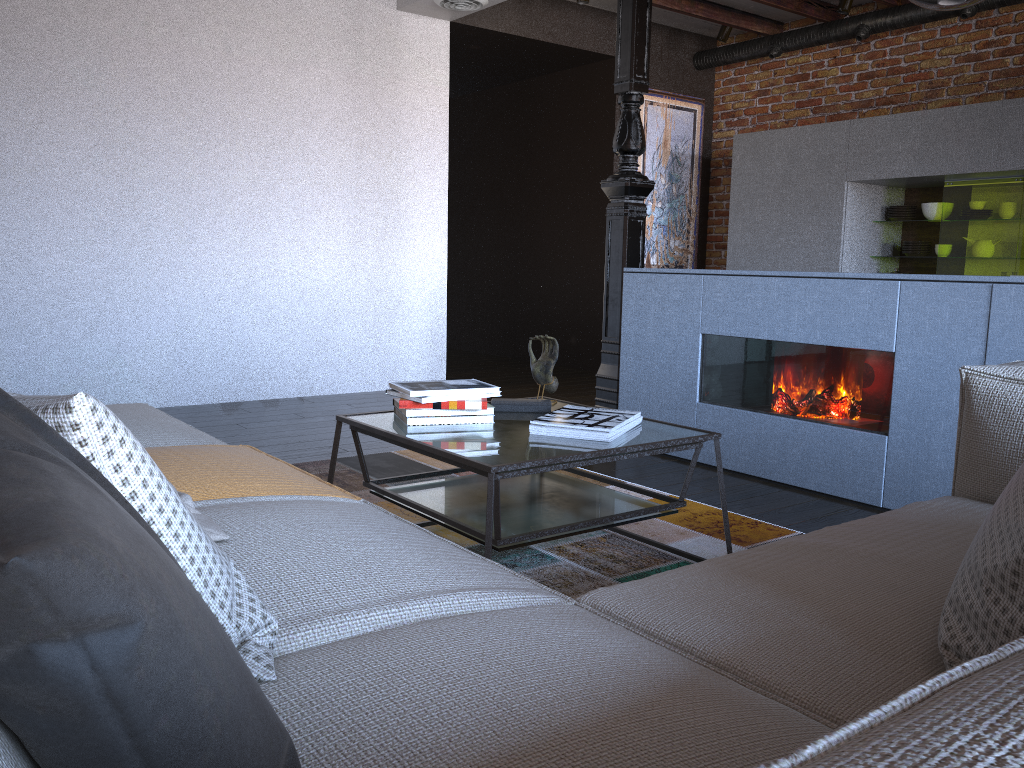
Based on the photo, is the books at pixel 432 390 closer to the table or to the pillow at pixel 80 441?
the table

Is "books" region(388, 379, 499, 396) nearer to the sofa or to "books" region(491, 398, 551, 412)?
"books" region(491, 398, 551, 412)

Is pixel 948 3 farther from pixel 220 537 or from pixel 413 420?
pixel 220 537

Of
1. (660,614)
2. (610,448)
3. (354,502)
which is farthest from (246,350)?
(660,614)

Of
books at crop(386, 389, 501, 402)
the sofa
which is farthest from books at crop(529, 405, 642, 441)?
the sofa

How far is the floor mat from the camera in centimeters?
243cm

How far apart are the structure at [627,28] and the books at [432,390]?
1.96m

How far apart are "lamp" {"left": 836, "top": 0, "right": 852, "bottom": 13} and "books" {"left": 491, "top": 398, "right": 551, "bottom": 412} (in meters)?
4.47

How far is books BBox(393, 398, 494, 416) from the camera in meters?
2.4 m

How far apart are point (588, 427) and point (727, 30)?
5.26m
